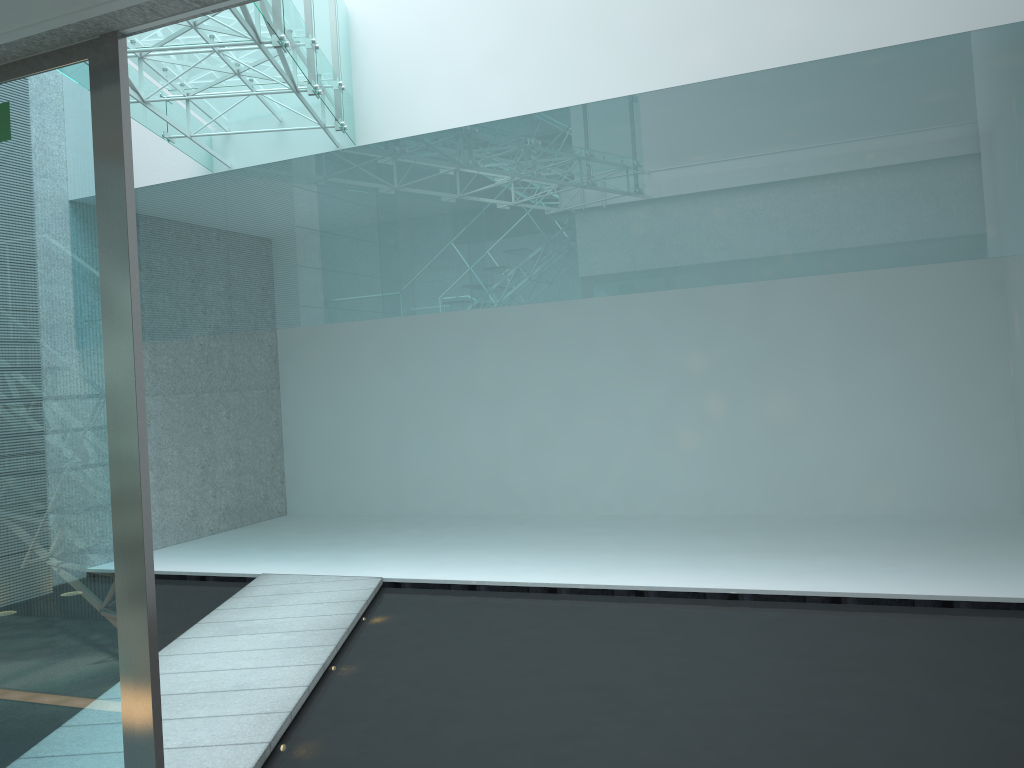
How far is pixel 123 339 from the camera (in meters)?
2.10

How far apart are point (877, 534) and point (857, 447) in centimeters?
92cm

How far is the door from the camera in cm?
210

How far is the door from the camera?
2.1m
